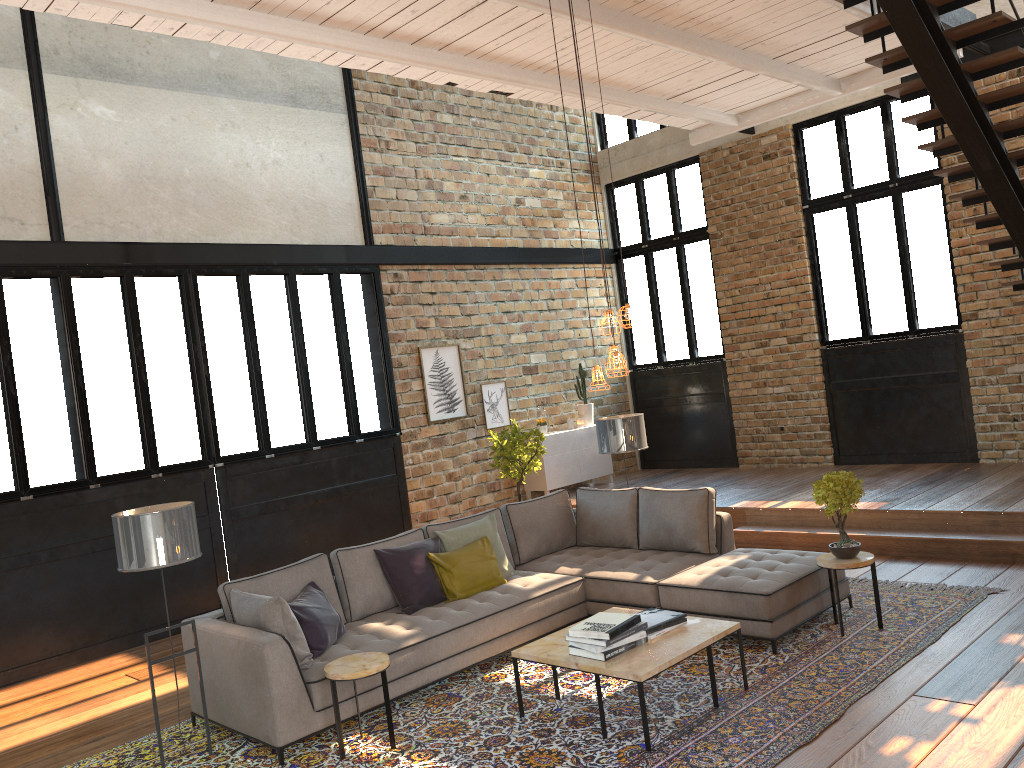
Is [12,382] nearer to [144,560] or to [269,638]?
[144,560]

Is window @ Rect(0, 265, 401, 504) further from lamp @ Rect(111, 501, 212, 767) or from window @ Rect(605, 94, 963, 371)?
window @ Rect(605, 94, 963, 371)

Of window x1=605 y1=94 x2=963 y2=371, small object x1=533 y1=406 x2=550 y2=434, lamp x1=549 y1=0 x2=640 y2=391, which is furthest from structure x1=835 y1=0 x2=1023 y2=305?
small object x1=533 y1=406 x2=550 y2=434

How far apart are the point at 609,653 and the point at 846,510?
2.0 meters

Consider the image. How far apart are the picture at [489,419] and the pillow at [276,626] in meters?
5.3

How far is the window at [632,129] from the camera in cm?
1228

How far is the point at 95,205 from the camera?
7.78m

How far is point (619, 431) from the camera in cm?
752

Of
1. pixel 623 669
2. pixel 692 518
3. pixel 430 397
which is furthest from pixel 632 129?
pixel 623 669

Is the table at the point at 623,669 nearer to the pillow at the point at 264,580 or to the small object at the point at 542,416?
the pillow at the point at 264,580
